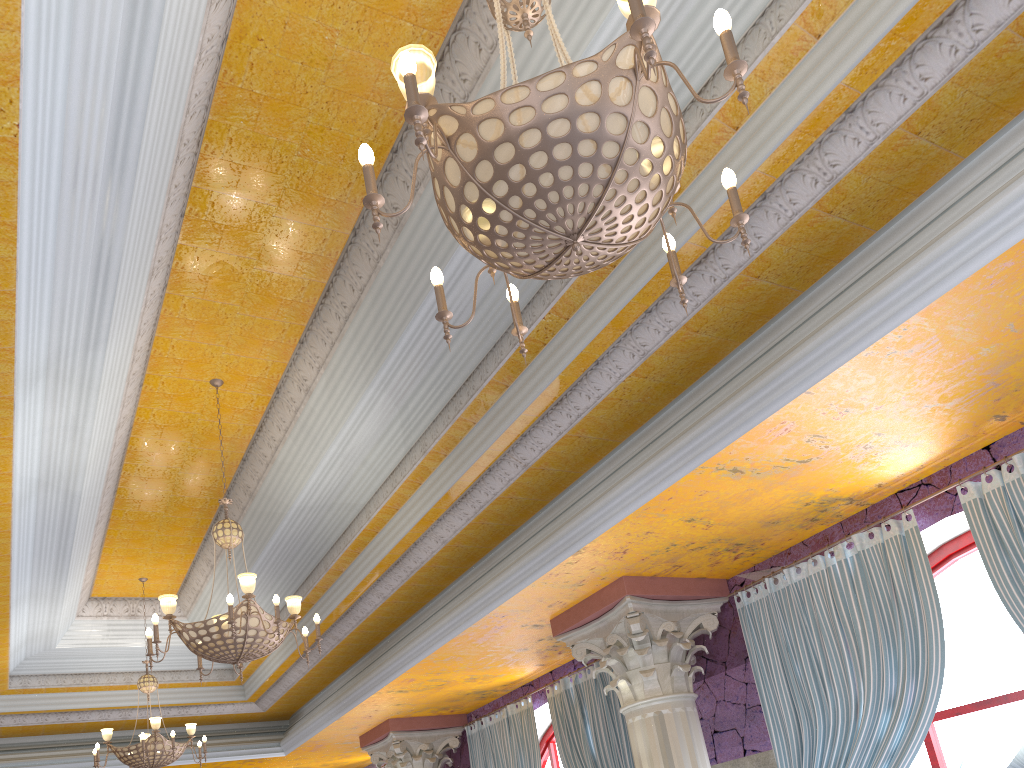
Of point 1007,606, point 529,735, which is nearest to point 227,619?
point 1007,606

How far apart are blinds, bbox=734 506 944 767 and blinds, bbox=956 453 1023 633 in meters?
0.3 m

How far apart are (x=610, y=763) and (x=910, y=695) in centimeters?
313cm

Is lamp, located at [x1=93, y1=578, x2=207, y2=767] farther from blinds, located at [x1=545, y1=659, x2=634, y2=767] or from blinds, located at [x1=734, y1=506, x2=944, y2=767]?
blinds, located at [x1=734, y1=506, x2=944, y2=767]

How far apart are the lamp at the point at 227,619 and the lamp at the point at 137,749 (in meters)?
2.89

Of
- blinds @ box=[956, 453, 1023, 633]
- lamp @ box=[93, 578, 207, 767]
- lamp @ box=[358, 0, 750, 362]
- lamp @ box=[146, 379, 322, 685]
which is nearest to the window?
blinds @ box=[956, 453, 1023, 633]

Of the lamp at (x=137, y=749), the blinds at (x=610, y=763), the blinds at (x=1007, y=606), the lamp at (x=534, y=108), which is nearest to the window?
the blinds at (x=1007, y=606)

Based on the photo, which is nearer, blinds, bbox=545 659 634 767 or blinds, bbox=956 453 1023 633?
blinds, bbox=956 453 1023 633

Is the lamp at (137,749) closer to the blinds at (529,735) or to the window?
the blinds at (529,735)

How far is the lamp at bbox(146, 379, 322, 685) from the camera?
5.10m
